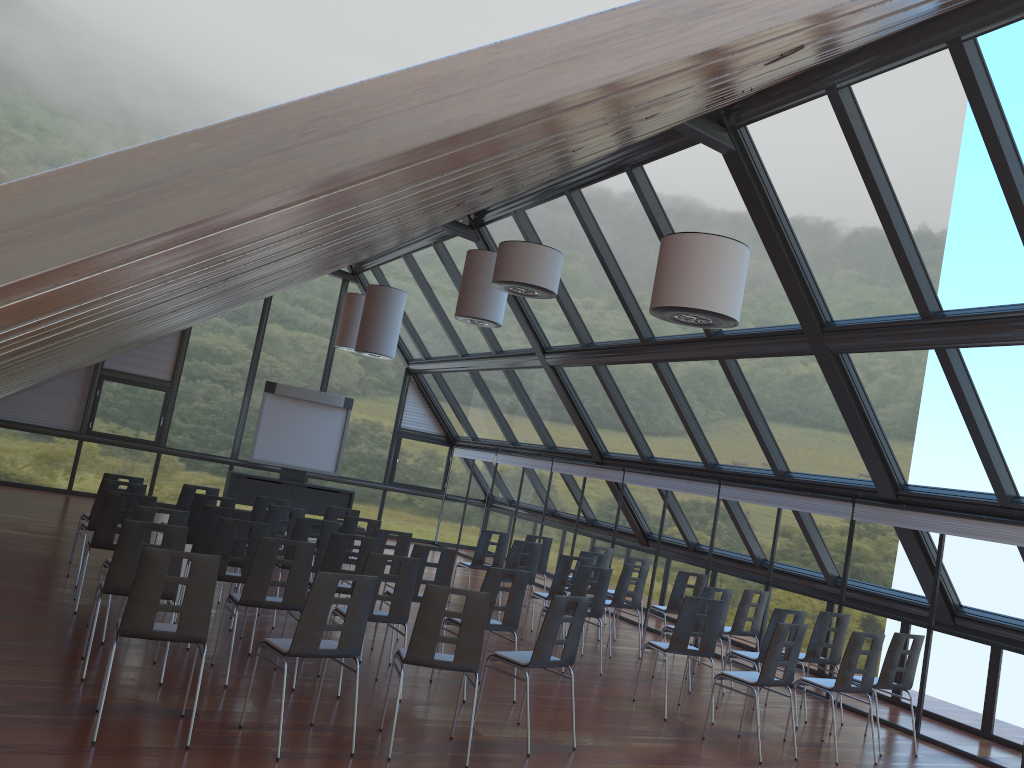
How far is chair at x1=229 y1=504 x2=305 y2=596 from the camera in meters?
10.4

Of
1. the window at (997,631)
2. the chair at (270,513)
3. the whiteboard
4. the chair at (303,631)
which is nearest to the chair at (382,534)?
the chair at (270,513)

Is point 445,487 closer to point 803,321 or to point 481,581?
point 481,581

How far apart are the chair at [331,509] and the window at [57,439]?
8.7 meters

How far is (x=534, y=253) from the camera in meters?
8.6

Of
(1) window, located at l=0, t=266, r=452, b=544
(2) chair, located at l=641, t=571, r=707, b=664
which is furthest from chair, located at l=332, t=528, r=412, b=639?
(1) window, located at l=0, t=266, r=452, b=544

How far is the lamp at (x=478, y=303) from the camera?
12.0 meters

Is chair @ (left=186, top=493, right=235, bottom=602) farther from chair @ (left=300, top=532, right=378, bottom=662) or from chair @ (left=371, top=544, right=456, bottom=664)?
chair @ (left=371, top=544, right=456, bottom=664)

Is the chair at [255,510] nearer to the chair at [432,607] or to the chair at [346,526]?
the chair at [346,526]

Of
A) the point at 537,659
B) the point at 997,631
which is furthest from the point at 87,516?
the point at 997,631
